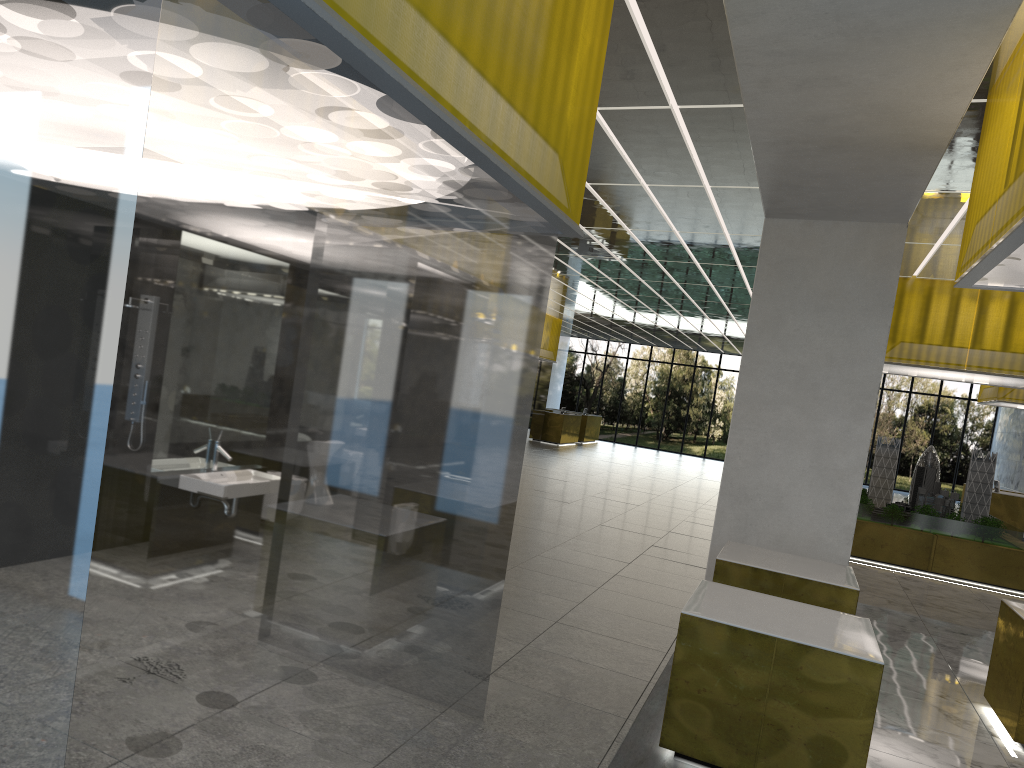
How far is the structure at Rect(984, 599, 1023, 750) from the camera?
8.8m

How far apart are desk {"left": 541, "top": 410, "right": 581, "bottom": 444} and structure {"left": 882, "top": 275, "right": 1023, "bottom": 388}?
21.92m

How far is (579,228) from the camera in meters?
6.8

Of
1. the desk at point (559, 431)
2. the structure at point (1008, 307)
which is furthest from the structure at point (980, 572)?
the desk at point (559, 431)

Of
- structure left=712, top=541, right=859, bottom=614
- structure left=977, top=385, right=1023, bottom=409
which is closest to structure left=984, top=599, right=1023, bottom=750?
structure left=712, top=541, right=859, bottom=614

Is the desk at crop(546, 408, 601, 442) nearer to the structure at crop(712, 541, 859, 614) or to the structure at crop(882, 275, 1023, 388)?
the structure at crop(882, 275, 1023, 388)

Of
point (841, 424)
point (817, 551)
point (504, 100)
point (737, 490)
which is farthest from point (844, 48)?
point (817, 551)

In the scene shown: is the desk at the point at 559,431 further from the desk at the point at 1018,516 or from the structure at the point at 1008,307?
the structure at the point at 1008,307

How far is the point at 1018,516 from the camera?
27.6 meters

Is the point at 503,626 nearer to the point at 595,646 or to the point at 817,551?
the point at 595,646
